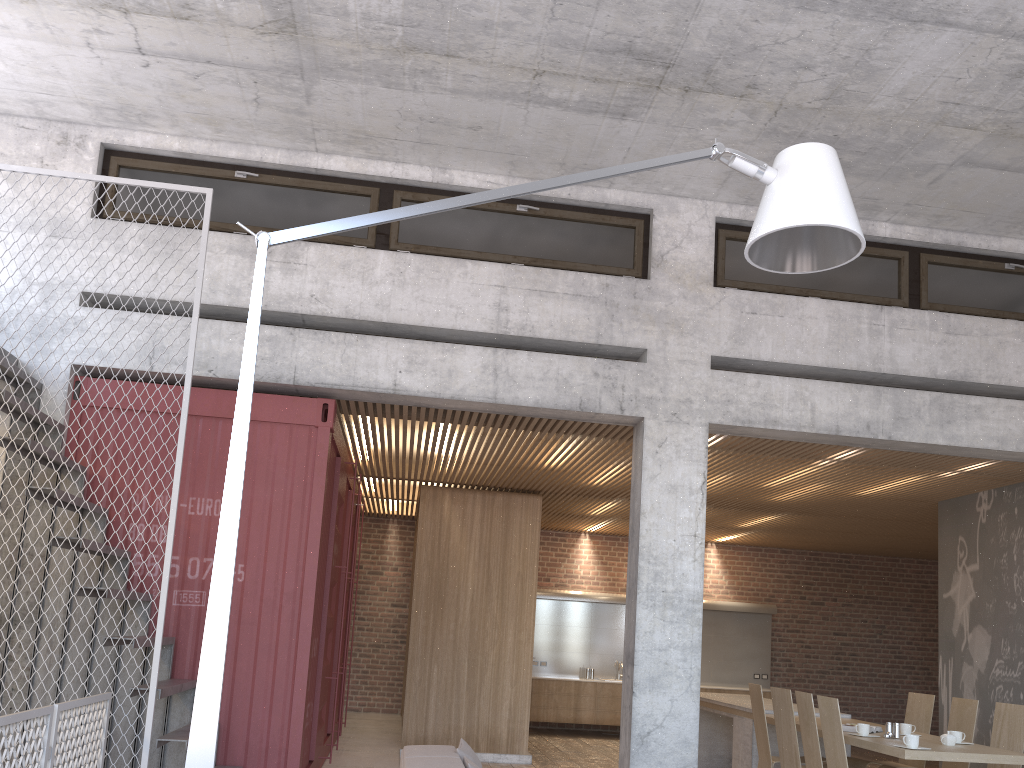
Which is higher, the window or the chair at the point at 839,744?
the window

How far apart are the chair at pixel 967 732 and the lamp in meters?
5.3

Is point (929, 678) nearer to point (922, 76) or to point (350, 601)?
point (350, 601)

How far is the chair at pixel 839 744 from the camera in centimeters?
600cm

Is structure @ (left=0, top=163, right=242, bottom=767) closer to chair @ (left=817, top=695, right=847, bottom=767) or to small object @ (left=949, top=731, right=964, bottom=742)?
chair @ (left=817, top=695, right=847, bottom=767)

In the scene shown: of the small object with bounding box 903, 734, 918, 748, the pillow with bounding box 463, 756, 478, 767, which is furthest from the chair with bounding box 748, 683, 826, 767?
the pillow with bounding box 463, 756, 478, 767

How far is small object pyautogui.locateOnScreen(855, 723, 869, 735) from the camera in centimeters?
657cm

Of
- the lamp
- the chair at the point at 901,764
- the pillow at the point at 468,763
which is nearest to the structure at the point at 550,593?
the chair at the point at 901,764

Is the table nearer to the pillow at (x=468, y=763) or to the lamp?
the pillow at (x=468, y=763)

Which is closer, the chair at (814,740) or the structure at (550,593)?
the chair at (814,740)
